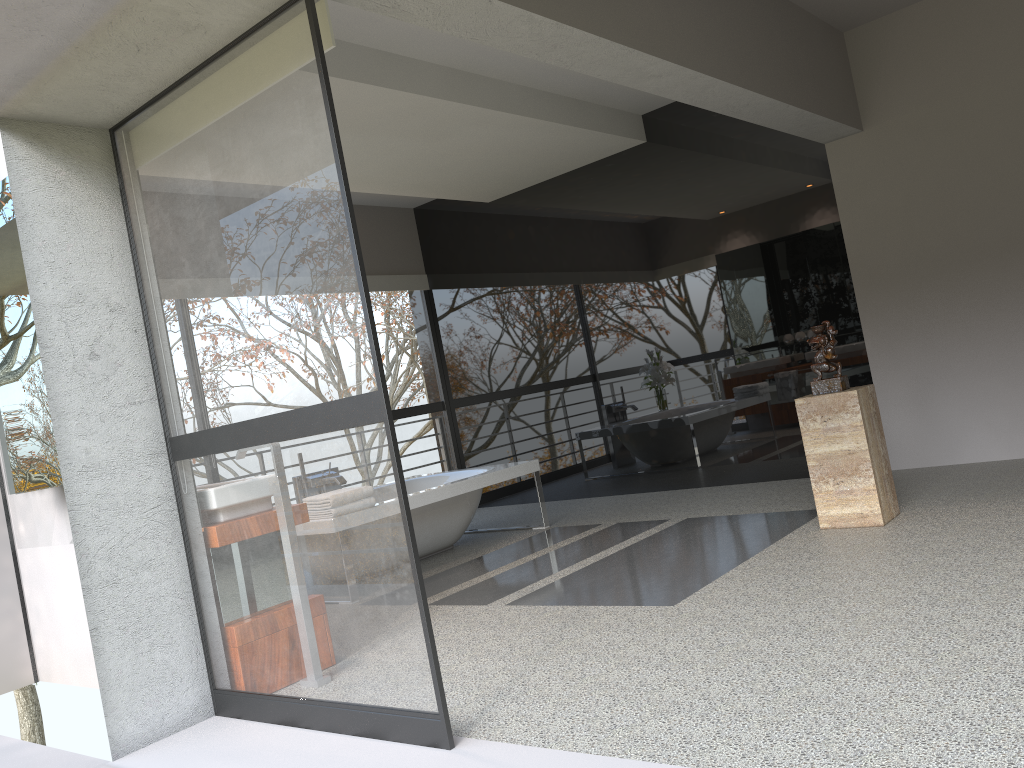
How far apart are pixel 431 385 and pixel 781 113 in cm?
838

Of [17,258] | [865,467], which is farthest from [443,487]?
[17,258]

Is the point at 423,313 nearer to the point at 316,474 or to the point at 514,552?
the point at 514,552

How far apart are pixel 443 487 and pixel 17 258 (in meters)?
2.87

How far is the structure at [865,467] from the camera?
4.48m

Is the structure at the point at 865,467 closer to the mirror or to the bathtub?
the bathtub

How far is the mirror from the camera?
3.8m

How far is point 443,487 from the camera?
5.8m

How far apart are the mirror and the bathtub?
2.2 meters

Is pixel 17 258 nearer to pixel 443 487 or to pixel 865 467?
pixel 443 487
